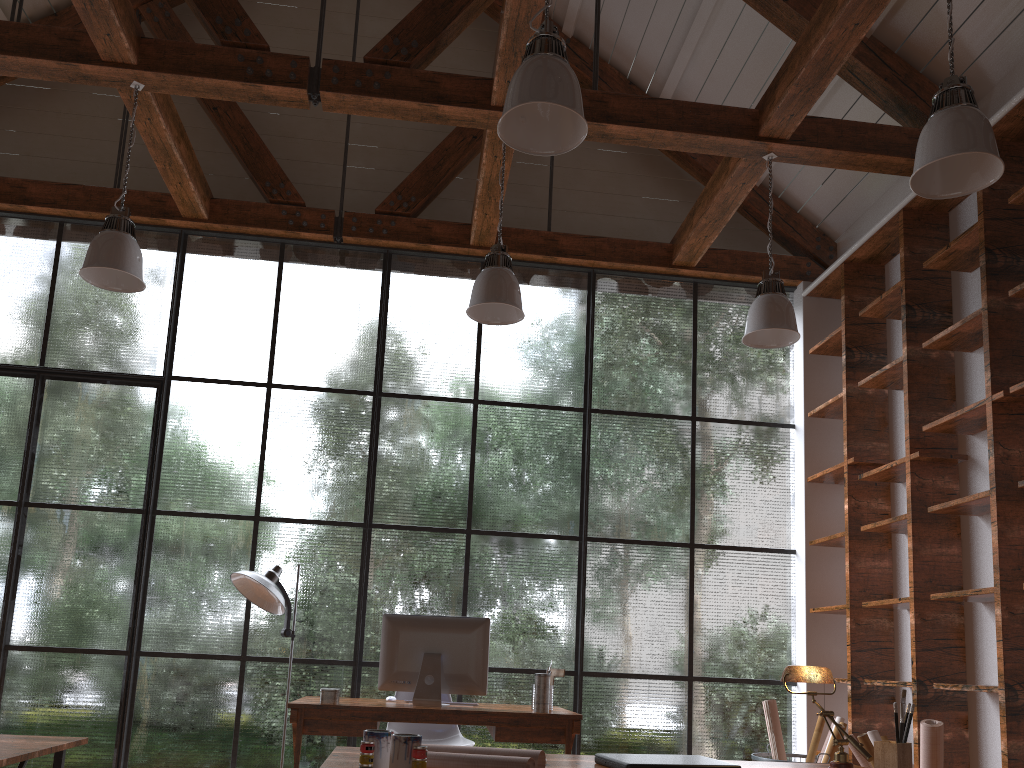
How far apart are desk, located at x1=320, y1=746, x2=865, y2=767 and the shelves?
1.8m

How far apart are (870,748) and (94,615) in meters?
4.3 m

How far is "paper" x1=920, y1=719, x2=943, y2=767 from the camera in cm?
335

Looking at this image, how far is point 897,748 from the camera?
2.0 meters

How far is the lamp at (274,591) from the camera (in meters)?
4.55

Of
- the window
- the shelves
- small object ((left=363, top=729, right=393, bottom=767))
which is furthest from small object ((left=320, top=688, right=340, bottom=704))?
the shelves

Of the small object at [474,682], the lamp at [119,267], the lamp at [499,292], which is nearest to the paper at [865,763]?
the small object at [474,682]

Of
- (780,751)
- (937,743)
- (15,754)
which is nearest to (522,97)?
(15,754)

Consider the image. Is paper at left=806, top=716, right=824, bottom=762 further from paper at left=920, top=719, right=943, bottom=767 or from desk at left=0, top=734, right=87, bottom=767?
desk at left=0, top=734, right=87, bottom=767

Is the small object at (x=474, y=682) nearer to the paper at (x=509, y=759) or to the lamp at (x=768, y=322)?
the lamp at (x=768, y=322)
